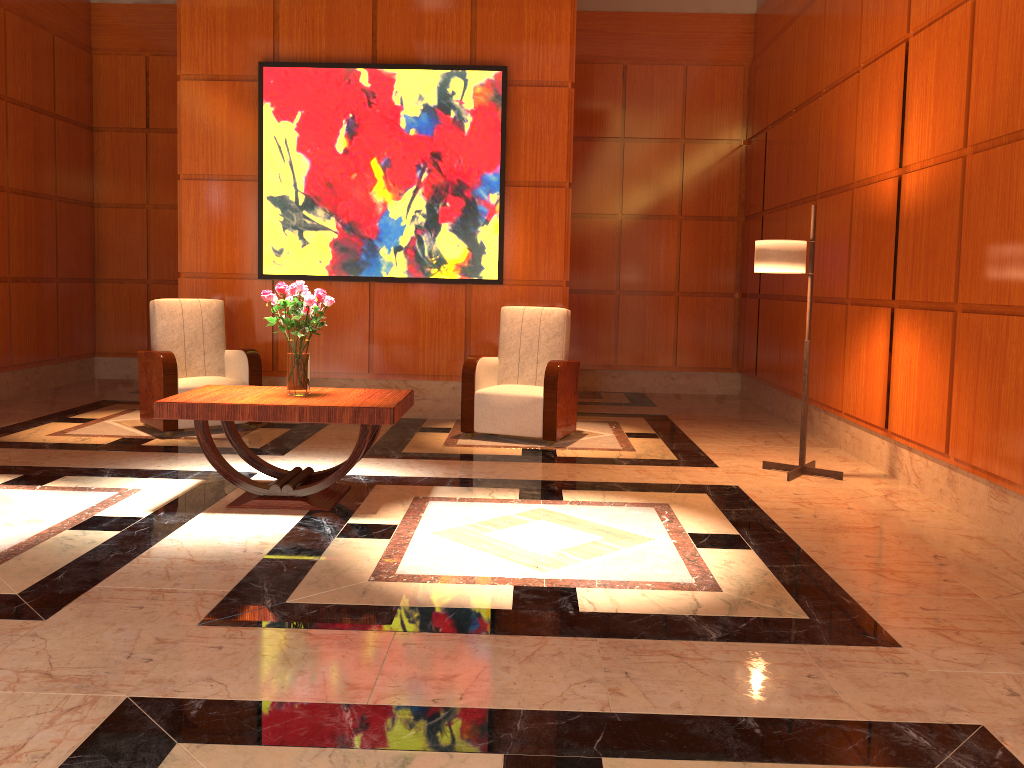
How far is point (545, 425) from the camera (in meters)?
6.28

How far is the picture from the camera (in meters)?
7.02

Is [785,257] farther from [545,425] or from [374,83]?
[374,83]

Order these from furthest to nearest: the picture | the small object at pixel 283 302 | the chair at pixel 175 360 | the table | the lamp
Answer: the picture
the chair at pixel 175 360
the lamp
the small object at pixel 283 302
the table

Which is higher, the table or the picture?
the picture

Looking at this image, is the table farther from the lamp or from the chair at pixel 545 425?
the lamp

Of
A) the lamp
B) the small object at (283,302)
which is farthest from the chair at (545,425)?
the small object at (283,302)

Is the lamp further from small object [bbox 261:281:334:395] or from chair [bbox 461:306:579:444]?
small object [bbox 261:281:334:395]

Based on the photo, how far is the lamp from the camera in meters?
5.2 m

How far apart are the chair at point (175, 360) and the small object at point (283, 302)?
1.9 meters
